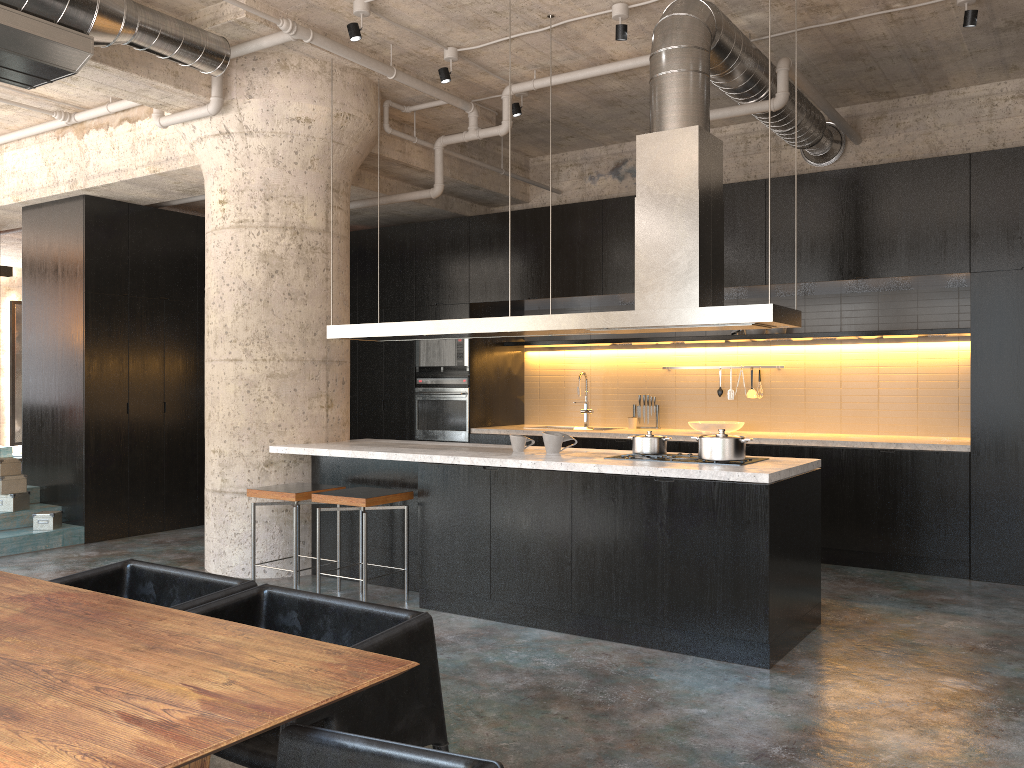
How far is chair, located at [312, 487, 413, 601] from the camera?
5.3m

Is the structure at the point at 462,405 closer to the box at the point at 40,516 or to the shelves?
the shelves

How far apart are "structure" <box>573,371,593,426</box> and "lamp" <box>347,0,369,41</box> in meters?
4.4 m

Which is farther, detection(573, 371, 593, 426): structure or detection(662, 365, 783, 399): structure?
detection(573, 371, 593, 426): structure

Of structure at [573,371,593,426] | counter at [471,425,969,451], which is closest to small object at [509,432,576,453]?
counter at [471,425,969,451]

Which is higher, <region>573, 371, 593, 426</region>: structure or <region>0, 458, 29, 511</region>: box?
<region>573, 371, 593, 426</region>: structure

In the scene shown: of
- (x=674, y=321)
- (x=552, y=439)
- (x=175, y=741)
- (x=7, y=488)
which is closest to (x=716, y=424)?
(x=552, y=439)

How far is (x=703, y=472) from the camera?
4.5m

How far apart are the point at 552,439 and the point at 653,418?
3.3m

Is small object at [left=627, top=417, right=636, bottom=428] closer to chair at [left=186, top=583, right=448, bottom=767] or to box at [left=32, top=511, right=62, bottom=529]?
box at [left=32, top=511, right=62, bottom=529]
